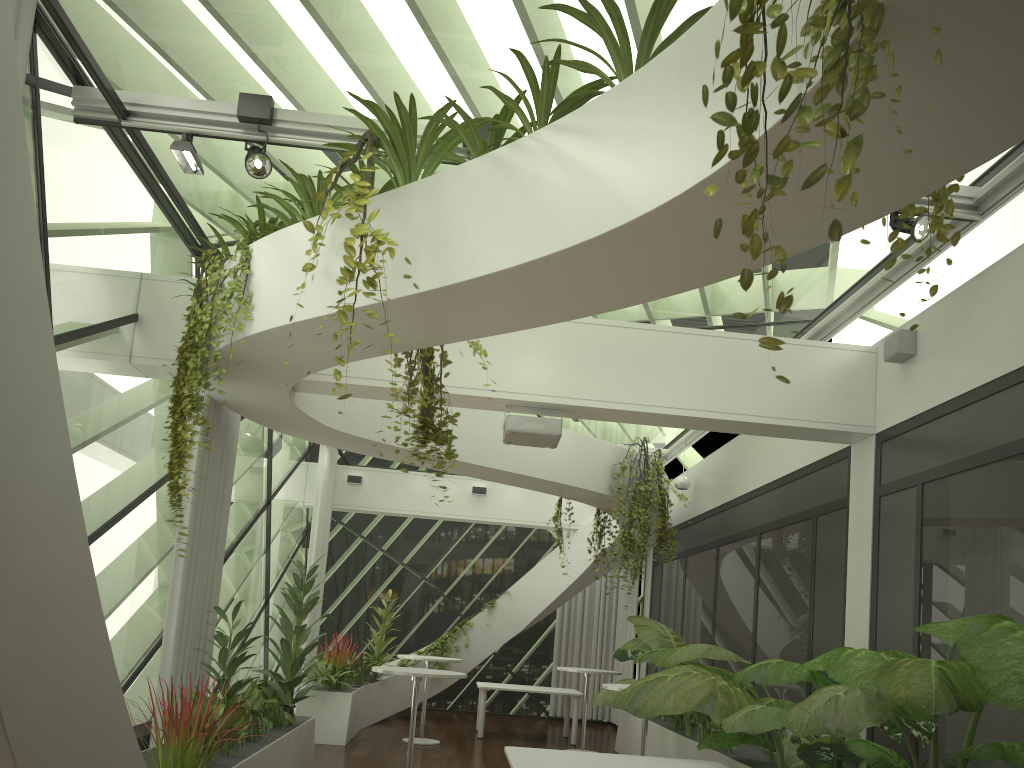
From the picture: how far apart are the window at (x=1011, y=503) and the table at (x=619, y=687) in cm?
204

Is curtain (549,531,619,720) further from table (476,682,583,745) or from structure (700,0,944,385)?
structure (700,0,944,385)

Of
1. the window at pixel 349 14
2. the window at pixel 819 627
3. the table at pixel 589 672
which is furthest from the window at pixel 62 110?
the window at pixel 819 627

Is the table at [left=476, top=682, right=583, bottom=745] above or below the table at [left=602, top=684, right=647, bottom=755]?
below

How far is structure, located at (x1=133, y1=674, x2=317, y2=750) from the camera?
6.4 meters

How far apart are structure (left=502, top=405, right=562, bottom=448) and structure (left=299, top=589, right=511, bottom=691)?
4.8 meters

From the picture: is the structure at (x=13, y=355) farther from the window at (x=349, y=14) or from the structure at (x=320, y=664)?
the window at (x=349, y=14)

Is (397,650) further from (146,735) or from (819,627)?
(819,627)

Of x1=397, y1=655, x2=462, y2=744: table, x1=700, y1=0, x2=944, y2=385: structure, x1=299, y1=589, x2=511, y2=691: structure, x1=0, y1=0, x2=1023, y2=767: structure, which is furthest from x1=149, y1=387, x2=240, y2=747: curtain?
x1=700, y1=0, x2=944, y2=385: structure

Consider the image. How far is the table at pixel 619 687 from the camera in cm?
745
